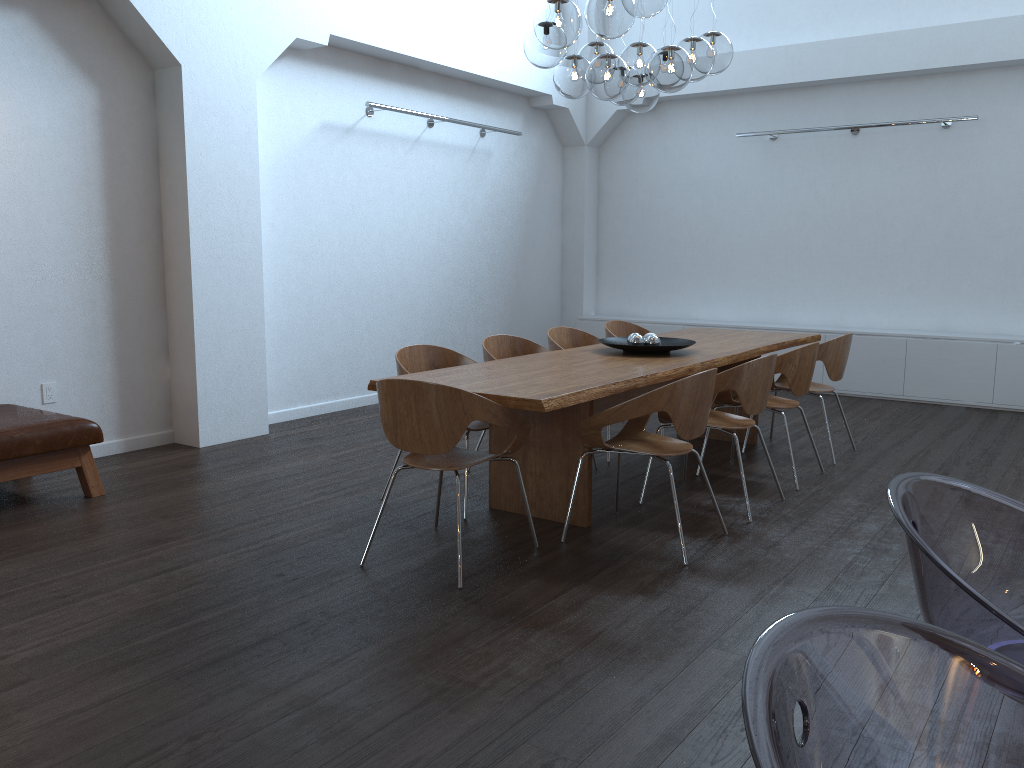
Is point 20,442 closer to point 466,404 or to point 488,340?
point 466,404

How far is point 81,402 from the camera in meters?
5.7 m

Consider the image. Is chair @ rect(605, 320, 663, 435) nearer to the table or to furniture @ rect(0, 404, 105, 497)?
the table

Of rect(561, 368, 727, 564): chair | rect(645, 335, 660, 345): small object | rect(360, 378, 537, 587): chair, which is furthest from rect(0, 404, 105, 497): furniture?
rect(645, 335, 660, 345): small object

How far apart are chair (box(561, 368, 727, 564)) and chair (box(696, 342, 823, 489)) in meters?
1.0

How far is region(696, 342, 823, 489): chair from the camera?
5.1m

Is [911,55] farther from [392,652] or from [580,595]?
[392,652]

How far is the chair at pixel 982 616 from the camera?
1.06m

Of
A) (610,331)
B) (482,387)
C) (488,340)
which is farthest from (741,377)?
(610,331)

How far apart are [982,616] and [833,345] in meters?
4.9
